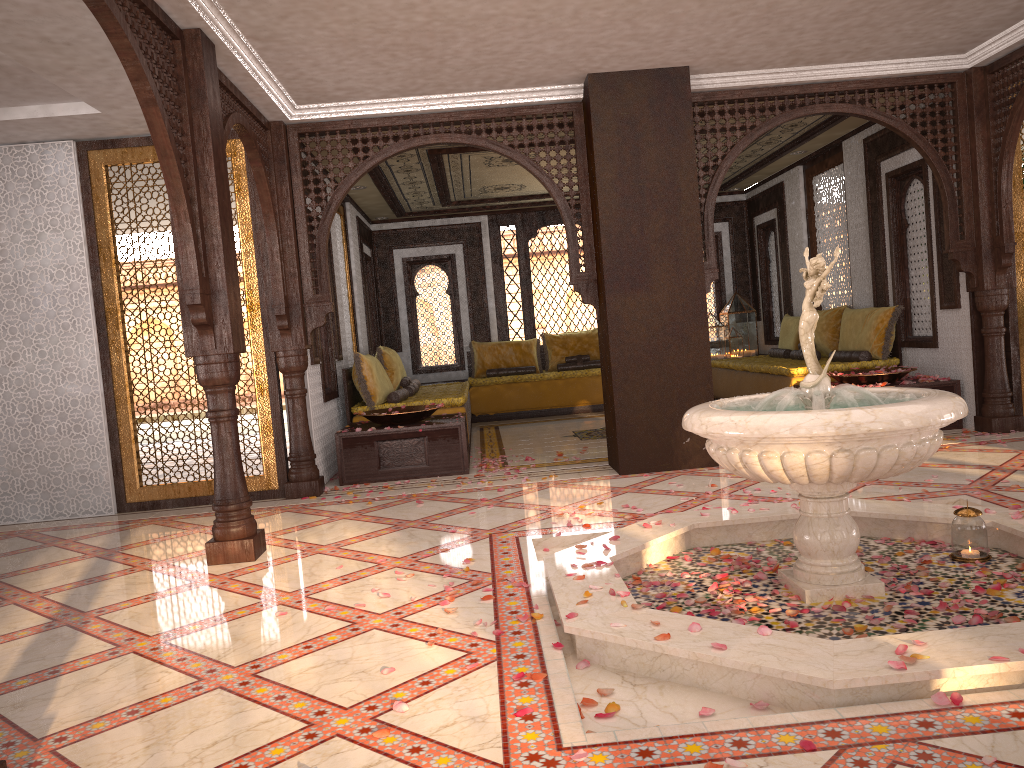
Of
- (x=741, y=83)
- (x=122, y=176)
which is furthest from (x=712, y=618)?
(x=122, y=176)

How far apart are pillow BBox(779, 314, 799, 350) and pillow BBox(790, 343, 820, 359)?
0.5m

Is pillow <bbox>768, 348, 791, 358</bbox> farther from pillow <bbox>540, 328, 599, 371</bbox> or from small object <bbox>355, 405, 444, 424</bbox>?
small object <bbox>355, 405, 444, 424</bbox>

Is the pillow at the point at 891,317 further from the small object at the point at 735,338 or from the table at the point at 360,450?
the table at the point at 360,450

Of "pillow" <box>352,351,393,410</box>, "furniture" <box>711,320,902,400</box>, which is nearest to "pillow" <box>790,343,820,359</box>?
"furniture" <box>711,320,902,400</box>

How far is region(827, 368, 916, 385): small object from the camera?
7.4 meters

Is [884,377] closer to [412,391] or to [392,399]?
[392,399]

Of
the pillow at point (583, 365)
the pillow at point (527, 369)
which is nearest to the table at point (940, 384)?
the pillow at point (583, 365)

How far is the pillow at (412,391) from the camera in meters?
9.2

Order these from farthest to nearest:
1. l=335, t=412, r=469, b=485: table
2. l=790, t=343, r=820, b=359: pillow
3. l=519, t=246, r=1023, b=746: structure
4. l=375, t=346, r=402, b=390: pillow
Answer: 1. l=790, t=343, r=820, b=359: pillow
2. l=375, t=346, r=402, b=390: pillow
3. l=335, t=412, r=469, b=485: table
4. l=519, t=246, r=1023, b=746: structure
